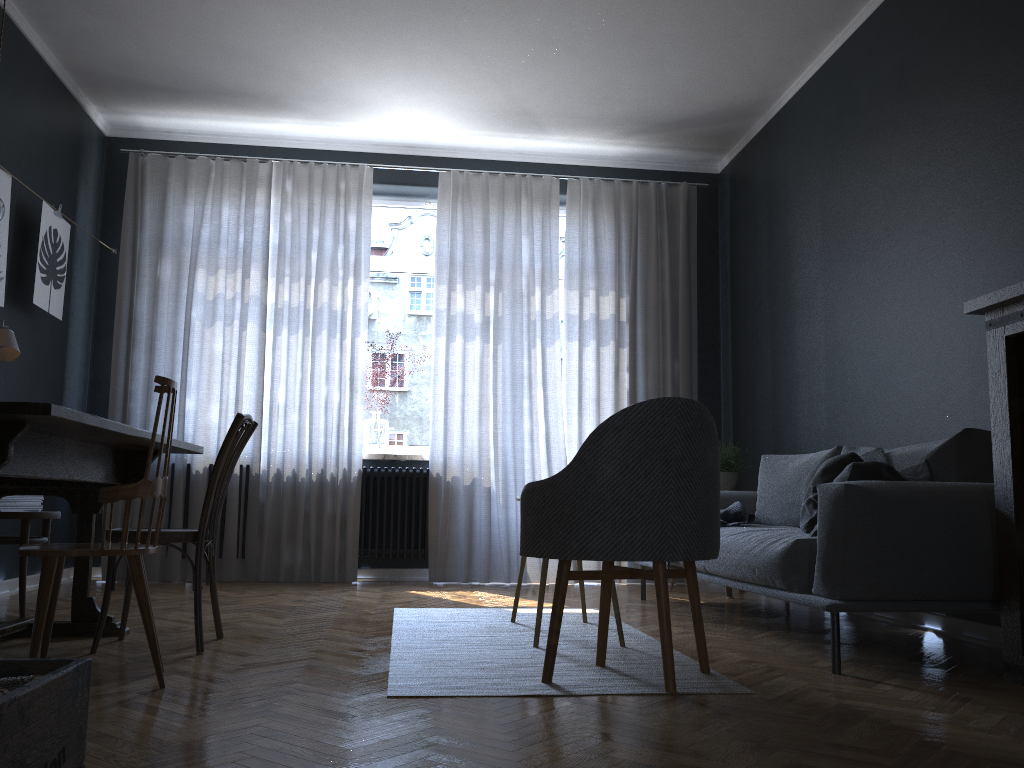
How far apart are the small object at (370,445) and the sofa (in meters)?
2.32

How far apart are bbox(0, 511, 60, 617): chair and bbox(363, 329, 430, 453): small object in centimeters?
234cm

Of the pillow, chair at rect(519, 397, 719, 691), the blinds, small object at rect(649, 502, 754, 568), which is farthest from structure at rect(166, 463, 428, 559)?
chair at rect(519, 397, 719, 691)

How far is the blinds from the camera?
5.7 meters

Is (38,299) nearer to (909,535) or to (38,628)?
(38,628)

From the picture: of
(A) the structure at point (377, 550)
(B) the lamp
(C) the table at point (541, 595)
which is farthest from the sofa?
(B) the lamp

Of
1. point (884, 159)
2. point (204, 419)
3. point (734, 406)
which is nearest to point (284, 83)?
point (204, 419)

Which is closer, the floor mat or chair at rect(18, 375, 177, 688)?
chair at rect(18, 375, 177, 688)

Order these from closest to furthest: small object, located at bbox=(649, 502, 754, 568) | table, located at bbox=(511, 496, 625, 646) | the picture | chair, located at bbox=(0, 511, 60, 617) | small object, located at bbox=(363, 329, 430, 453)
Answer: table, located at bbox=(511, 496, 625, 646) < chair, located at bbox=(0, 511, 60, 617) < small object, located at bbox=(649, 502, 754, 568) < the picture < small object, located at bbox=(363, 329, 430, 453)

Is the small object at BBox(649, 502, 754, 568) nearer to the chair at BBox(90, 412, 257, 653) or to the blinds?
the blinds
